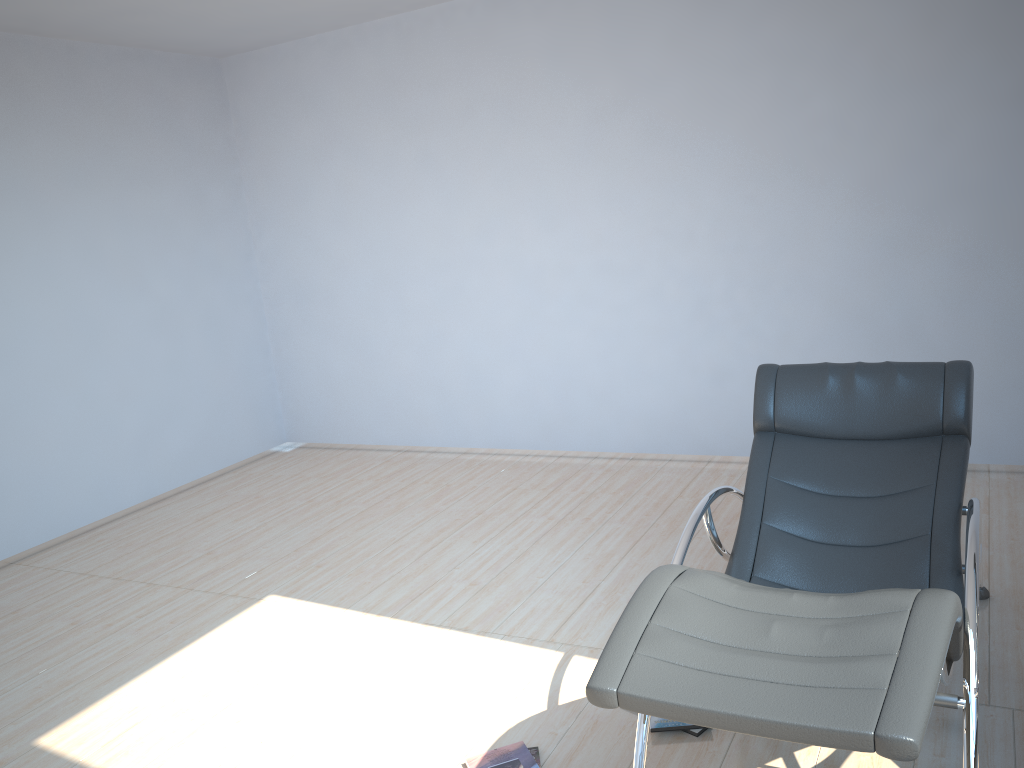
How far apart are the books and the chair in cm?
46

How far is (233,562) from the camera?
4.6m

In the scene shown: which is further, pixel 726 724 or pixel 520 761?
pixel 520 761

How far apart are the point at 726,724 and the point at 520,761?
1.2 meters

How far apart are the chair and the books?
0.5 meters

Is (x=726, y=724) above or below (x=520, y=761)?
above

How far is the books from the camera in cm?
266

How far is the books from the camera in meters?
2.7

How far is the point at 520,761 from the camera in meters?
2.7 m

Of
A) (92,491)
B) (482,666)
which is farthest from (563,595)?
(92,491)
